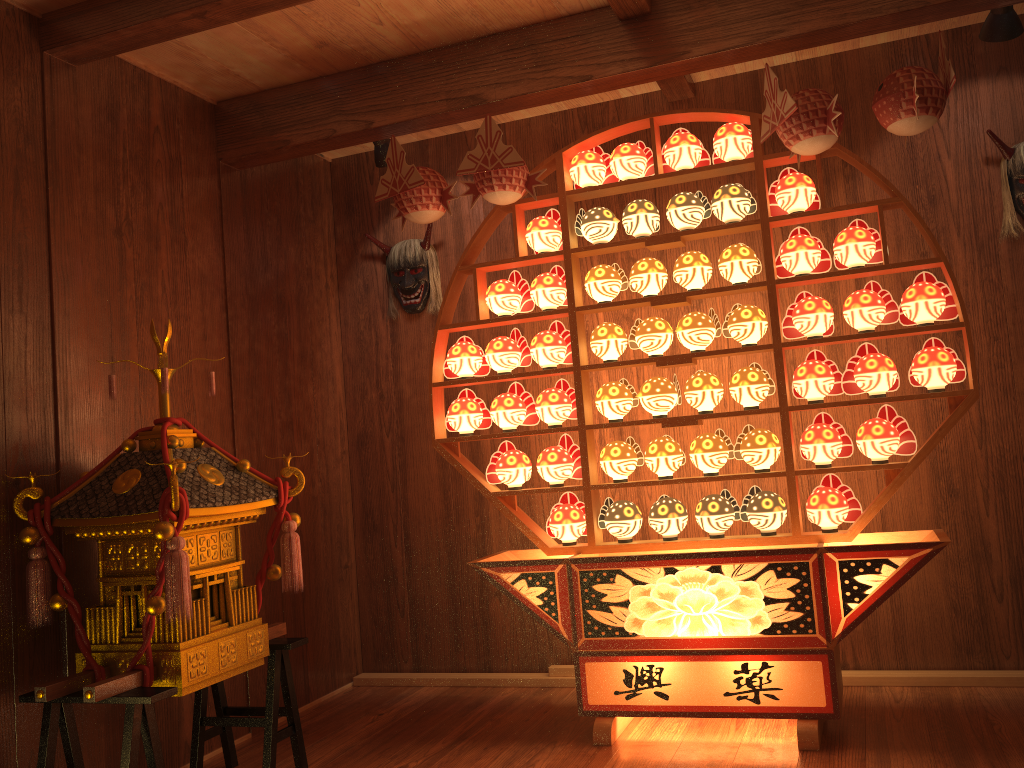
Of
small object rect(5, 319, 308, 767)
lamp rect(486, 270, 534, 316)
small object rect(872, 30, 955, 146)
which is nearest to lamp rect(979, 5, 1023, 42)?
small object rect(872, 30, 955, 146)

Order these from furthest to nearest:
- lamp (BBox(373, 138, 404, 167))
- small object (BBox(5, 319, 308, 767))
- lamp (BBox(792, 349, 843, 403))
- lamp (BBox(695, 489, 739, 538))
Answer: lamp (BBox(373, 138, 404, 167)), lamp (BBox(695, 489, 739, 538)), lamp (BBox(792, 349, 843, 403)), small object (BBox(5, 319, 308, 767))

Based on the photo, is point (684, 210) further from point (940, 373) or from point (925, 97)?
point (940, 373)

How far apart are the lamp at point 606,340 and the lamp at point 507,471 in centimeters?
49cm

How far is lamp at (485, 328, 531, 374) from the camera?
3.4m

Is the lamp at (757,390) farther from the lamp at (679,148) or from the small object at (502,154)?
the small object at (502,154)

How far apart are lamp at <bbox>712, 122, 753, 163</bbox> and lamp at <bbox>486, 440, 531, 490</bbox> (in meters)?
1.30

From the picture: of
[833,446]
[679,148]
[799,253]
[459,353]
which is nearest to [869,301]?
[799,253]

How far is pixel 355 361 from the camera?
4.3m

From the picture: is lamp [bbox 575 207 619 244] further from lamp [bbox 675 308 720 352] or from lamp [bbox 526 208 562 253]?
lamp [bbox 675 308 720 352]
